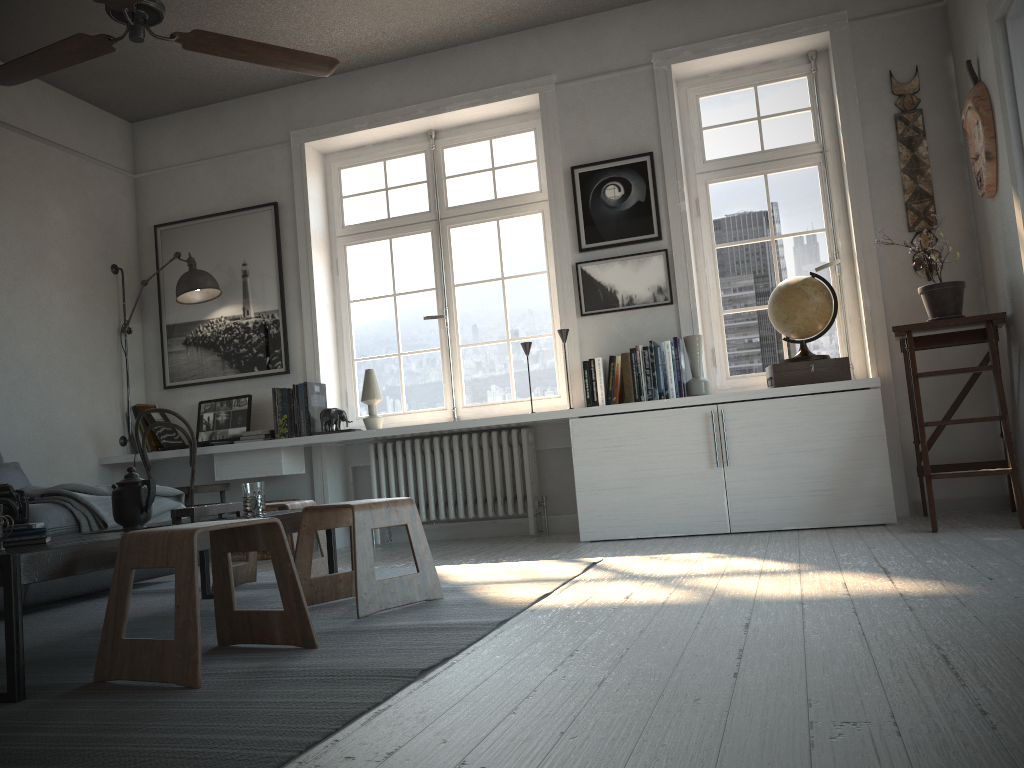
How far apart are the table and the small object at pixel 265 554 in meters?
1.6 m

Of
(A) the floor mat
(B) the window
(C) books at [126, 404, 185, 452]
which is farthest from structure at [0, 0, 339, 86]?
(C) books at [126, 404, 185, 452]

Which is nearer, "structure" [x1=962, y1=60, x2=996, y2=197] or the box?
"structure" [x1=962, y1=60, x2=996, y2=197]

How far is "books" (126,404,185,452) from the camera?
5.5 meters

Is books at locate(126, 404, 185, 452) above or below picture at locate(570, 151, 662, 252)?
below

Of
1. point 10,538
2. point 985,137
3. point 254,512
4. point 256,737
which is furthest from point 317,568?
point 985,137

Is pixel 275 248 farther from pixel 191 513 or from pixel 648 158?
pixel 191 513

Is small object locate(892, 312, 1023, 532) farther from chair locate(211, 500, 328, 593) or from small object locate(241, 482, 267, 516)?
small object locate(241, 482, 267, 516)

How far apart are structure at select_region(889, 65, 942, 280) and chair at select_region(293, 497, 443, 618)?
2.94m

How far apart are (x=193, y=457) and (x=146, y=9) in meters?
2.9 m
